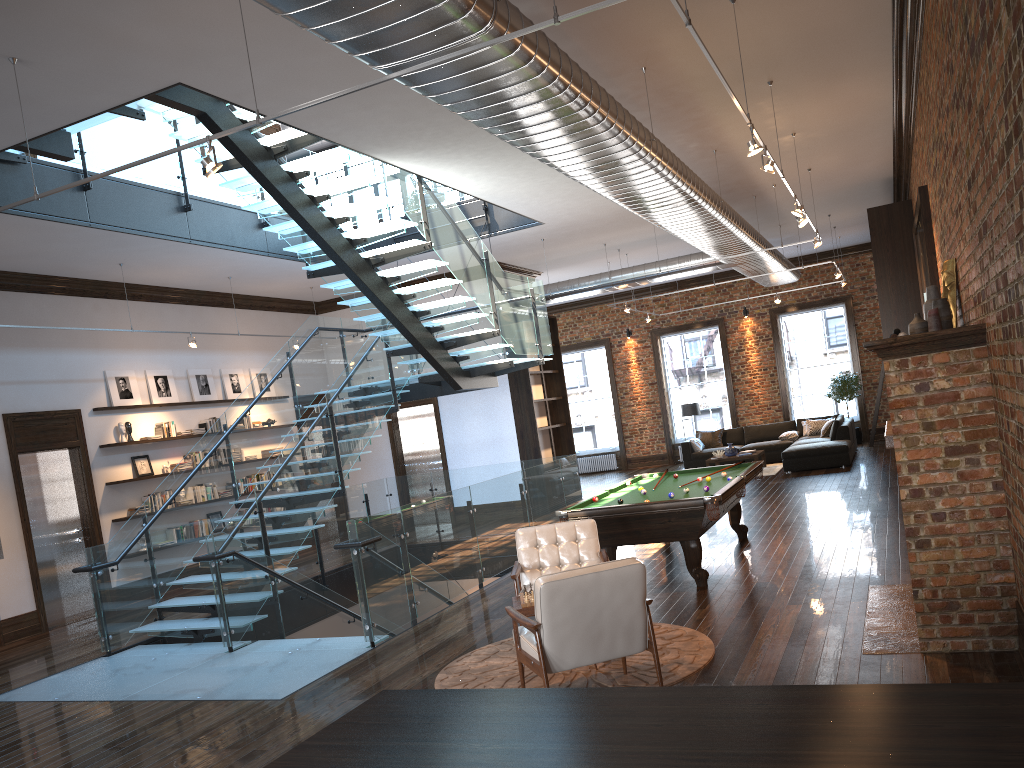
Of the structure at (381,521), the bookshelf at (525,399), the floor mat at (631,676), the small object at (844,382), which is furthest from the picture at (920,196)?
the small object at (844,382)

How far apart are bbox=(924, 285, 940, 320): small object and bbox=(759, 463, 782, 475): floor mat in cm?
1084

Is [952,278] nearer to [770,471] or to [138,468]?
[138,468]

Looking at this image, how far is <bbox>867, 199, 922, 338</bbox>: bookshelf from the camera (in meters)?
12.76

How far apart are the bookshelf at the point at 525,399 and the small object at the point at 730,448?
3.19m

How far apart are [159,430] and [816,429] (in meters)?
12.75

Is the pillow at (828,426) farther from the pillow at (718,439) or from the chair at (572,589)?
the chair at (572,589)

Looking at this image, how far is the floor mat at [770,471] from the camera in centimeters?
1690cm

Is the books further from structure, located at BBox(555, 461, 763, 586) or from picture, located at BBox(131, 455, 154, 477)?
structure, located at BBox(555, 461, 763, 586)

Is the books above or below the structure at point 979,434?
above
